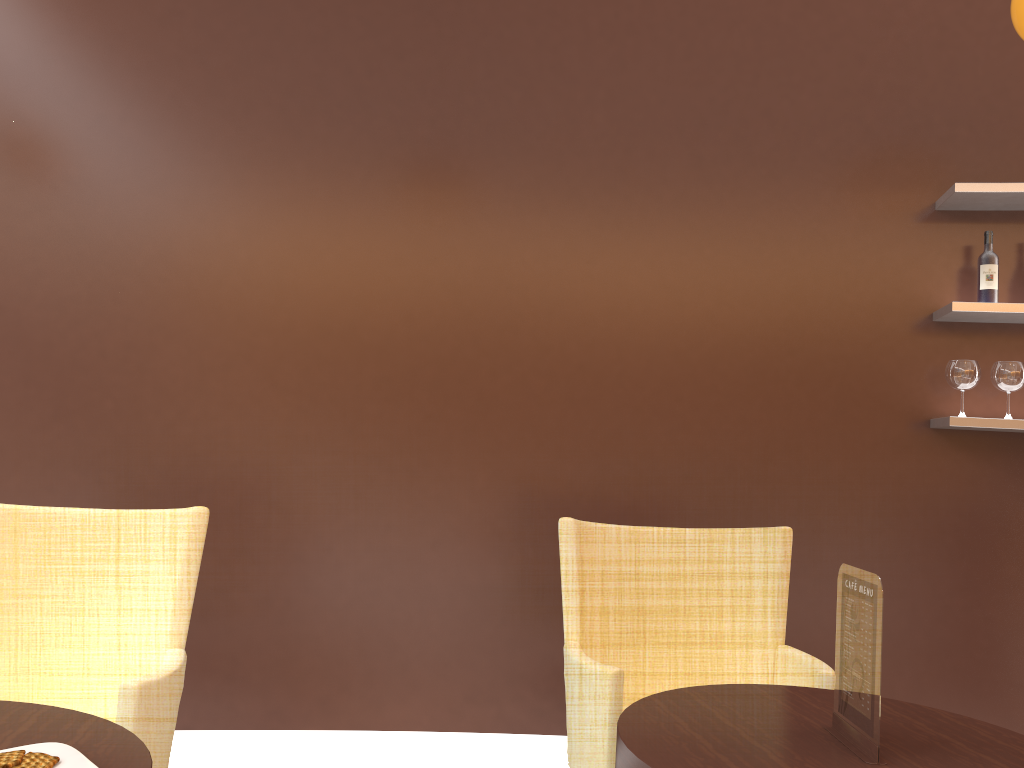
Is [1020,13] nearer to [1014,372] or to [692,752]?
[1014,372]

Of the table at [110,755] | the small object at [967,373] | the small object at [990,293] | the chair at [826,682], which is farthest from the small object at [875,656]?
the small object at [990,293]

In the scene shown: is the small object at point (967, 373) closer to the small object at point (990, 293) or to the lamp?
the small object at point (990, 293)

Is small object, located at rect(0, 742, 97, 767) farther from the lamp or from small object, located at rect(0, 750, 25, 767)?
the lamp

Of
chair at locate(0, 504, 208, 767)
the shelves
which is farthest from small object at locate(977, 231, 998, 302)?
chair at locate(0, 504, 208, 767)

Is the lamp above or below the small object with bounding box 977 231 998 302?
above

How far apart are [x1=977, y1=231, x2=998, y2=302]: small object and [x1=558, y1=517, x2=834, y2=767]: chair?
1.4m

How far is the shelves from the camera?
3.2m

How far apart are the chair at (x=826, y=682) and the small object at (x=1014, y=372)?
1.2 meters

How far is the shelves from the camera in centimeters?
321cm
